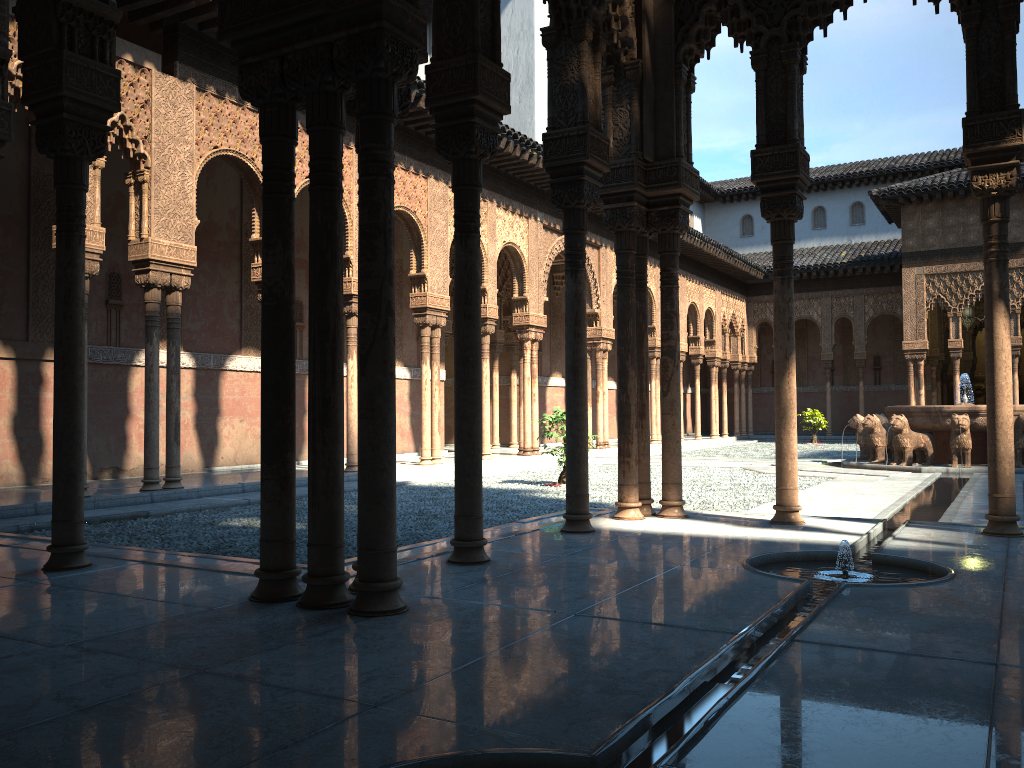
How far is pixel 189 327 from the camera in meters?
15.0 m

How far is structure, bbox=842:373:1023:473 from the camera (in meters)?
16.36

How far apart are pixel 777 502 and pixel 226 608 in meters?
4.9

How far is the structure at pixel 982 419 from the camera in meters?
16.4 m

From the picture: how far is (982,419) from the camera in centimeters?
1636cm
